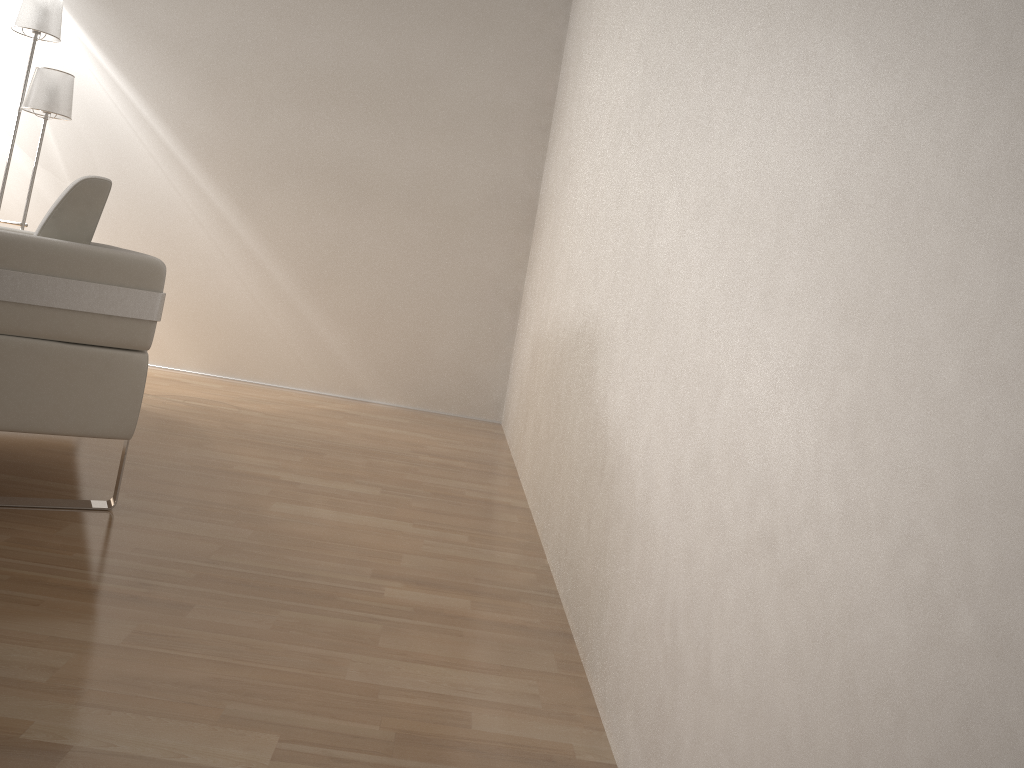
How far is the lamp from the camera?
3.8 meters

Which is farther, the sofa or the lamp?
the lamp

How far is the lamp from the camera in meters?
3.8

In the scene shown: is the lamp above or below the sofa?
above

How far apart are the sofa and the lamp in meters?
0.9 m

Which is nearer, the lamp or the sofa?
the sofa

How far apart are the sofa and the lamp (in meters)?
0.85

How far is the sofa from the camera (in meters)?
1.76
